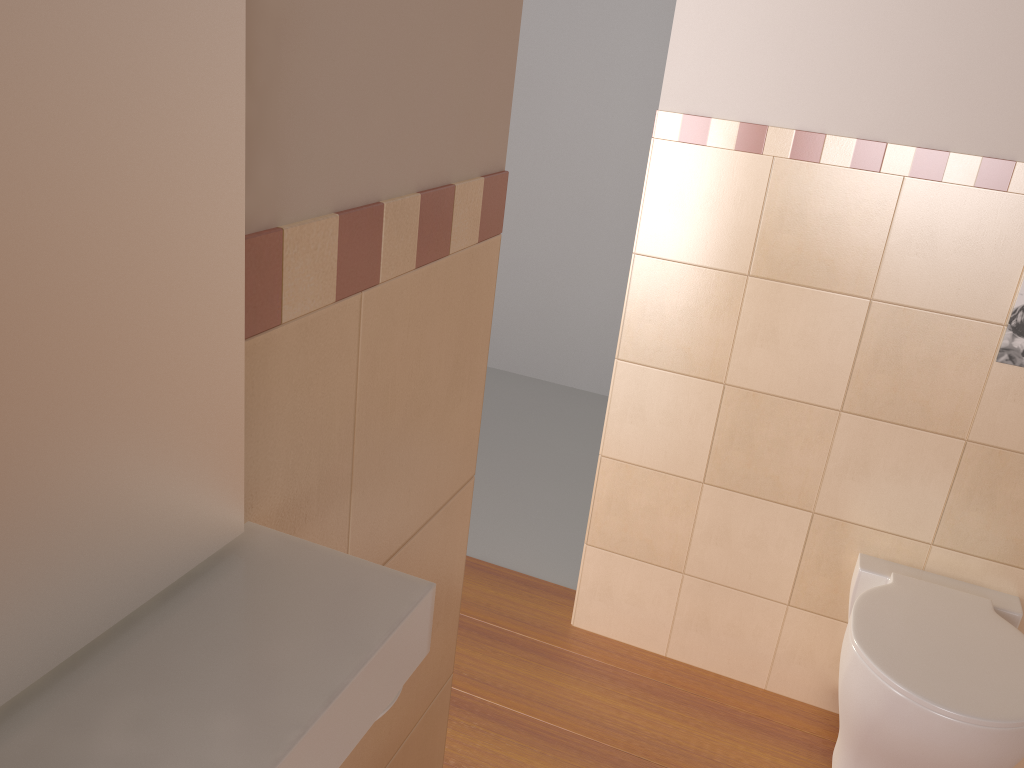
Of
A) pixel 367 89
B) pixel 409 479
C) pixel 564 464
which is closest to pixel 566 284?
pixel 564 464

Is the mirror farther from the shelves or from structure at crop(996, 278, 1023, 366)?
structure at crop(996, 278, 1023, 366)

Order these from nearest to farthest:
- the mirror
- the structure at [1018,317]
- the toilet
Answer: the mirror, the toilet, the structure at [1018,317]

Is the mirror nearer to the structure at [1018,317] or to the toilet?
the toilet

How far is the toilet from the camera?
Answer: 1.6 meters

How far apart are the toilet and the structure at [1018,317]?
0.5 meters

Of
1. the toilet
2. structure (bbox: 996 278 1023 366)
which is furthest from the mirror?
structure (bbox: 996 278 1023 366)

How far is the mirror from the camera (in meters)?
0.34

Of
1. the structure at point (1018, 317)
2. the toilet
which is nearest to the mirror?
the toilet

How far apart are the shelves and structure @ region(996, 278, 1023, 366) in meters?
1.7
